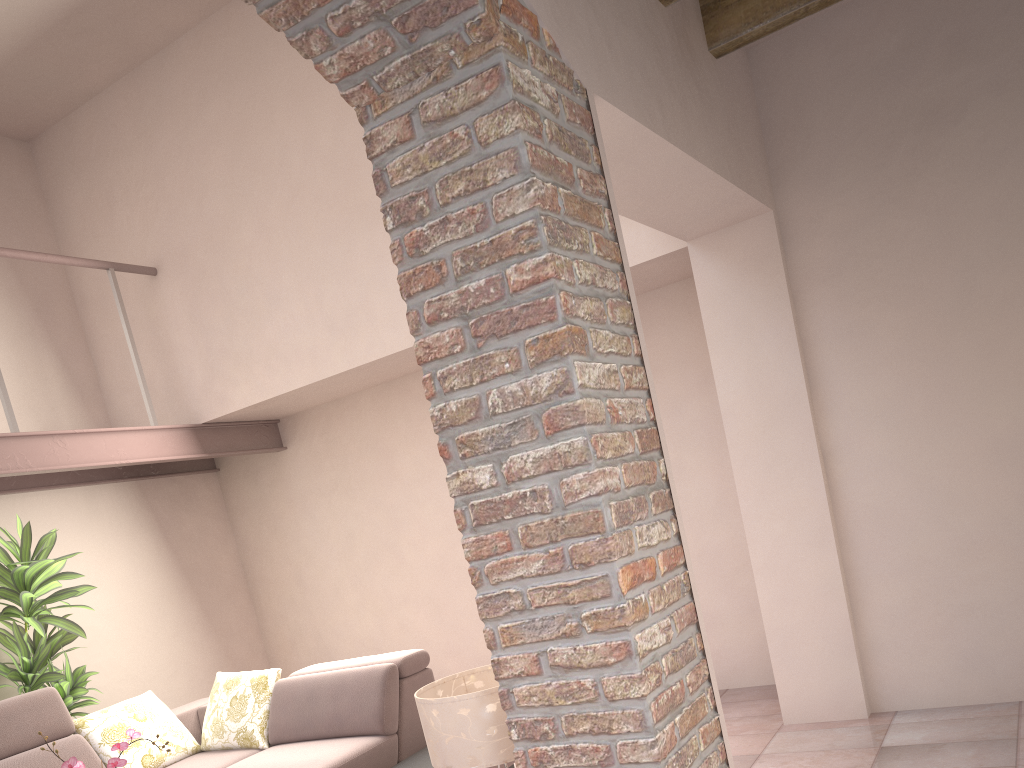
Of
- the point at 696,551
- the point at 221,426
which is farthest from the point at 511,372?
the point at 221,426

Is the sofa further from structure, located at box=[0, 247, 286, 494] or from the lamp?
the lamp

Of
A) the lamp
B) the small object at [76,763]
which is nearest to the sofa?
the small object at [76,763]

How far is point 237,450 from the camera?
5.8 meters

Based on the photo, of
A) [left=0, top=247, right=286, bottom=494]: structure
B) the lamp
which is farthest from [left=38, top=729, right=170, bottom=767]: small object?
[left=0, top=247, right=286, bottom=494]: structure

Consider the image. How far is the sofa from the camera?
4.2m

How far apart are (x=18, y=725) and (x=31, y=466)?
1.5m

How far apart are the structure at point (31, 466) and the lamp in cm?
322

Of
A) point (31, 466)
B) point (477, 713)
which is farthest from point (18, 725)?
point (477, 713)

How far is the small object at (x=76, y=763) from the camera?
2.9m
